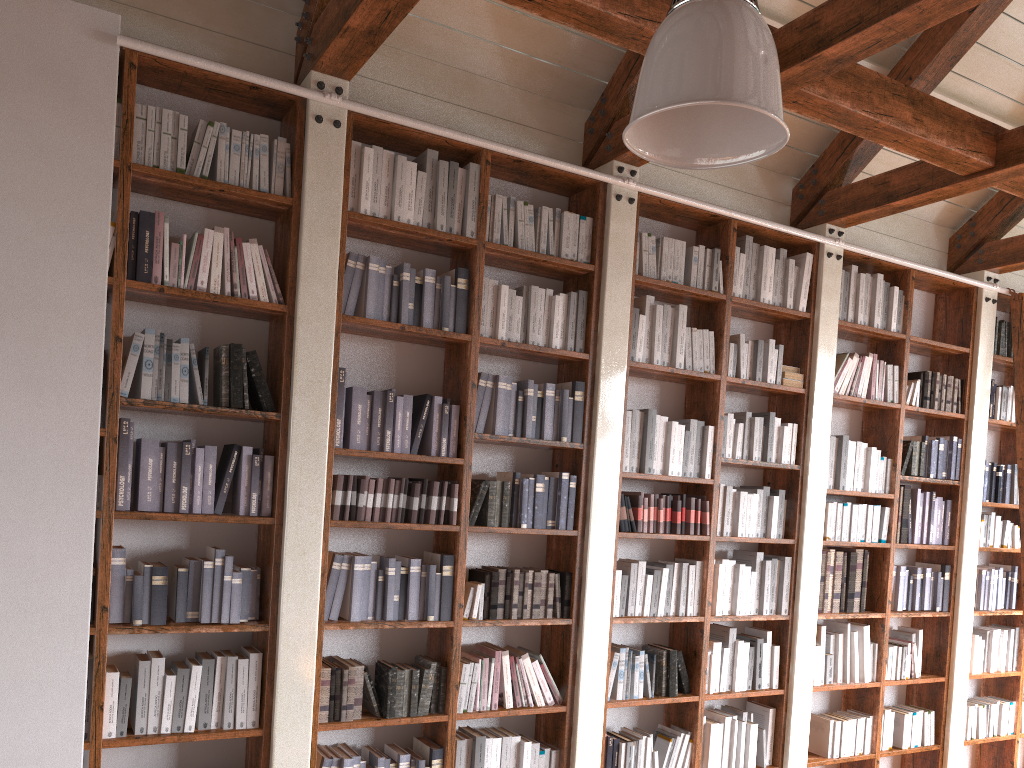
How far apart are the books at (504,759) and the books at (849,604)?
2.4m

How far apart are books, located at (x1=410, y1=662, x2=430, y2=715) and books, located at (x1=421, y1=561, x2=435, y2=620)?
0.2 meters

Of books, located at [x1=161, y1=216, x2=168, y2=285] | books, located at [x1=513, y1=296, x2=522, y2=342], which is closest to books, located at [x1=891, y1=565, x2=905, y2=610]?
books, located at [x1=513, y1=296, x2=522, y2=342]

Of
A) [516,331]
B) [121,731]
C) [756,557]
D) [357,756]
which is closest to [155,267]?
[516,331]

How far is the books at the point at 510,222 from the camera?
4.2m

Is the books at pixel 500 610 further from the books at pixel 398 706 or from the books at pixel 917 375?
the books at pixel 917 375

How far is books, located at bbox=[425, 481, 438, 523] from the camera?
3.89m

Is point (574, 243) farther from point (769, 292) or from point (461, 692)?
point (461, 692)

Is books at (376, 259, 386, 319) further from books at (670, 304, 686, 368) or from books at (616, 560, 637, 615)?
books at (616, 560, 637, 615)

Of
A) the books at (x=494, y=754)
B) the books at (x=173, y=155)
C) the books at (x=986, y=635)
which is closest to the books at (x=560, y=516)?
the books at (x=494, y=754)
